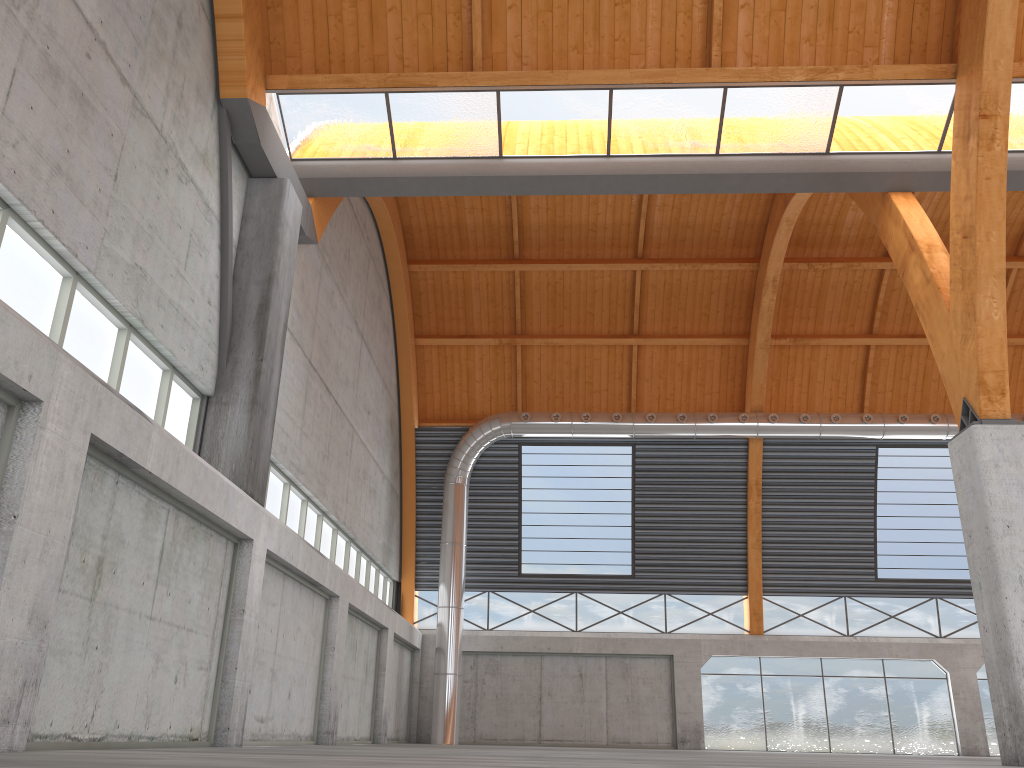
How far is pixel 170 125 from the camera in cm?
1744
